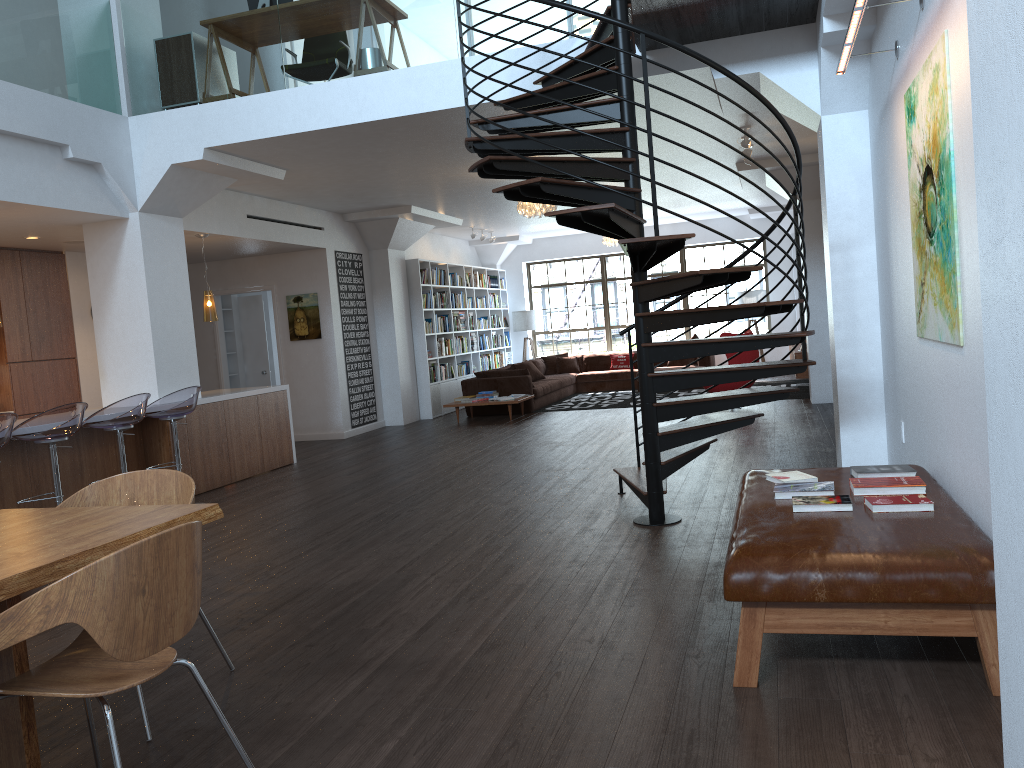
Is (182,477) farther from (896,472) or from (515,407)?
(515,407)

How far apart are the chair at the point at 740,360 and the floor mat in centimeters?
133cm

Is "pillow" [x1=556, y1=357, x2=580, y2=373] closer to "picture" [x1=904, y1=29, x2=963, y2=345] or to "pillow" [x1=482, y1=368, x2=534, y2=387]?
"pillow" [x1=482, y1=368, x2=534, y2=387]

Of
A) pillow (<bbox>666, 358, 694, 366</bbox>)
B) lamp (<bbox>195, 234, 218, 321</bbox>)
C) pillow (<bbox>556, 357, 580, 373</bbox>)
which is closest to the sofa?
pillow (<bbox>556, 357, 580, 373</bbox>)

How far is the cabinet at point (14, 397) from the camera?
8.9m

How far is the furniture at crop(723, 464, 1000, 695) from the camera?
2.8 meters

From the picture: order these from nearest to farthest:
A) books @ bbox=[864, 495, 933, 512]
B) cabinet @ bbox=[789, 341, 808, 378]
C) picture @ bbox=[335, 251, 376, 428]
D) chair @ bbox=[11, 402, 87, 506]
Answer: books @ bbox=[864, 495, 933, 512], chair @ bbox=[11, 402, 87, 506], cabinet @ bbox=[789, 341, 808, 378], picture @ bbox=[335, 251, 376, 428]

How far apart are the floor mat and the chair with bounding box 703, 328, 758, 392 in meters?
1.3 m

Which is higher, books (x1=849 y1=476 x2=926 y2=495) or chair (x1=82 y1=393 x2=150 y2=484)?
chair (x1=82 y1=393 x2=150 y2=484)

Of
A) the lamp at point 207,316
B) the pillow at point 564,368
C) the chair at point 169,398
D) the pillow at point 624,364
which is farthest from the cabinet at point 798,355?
the chair at point 169,398
